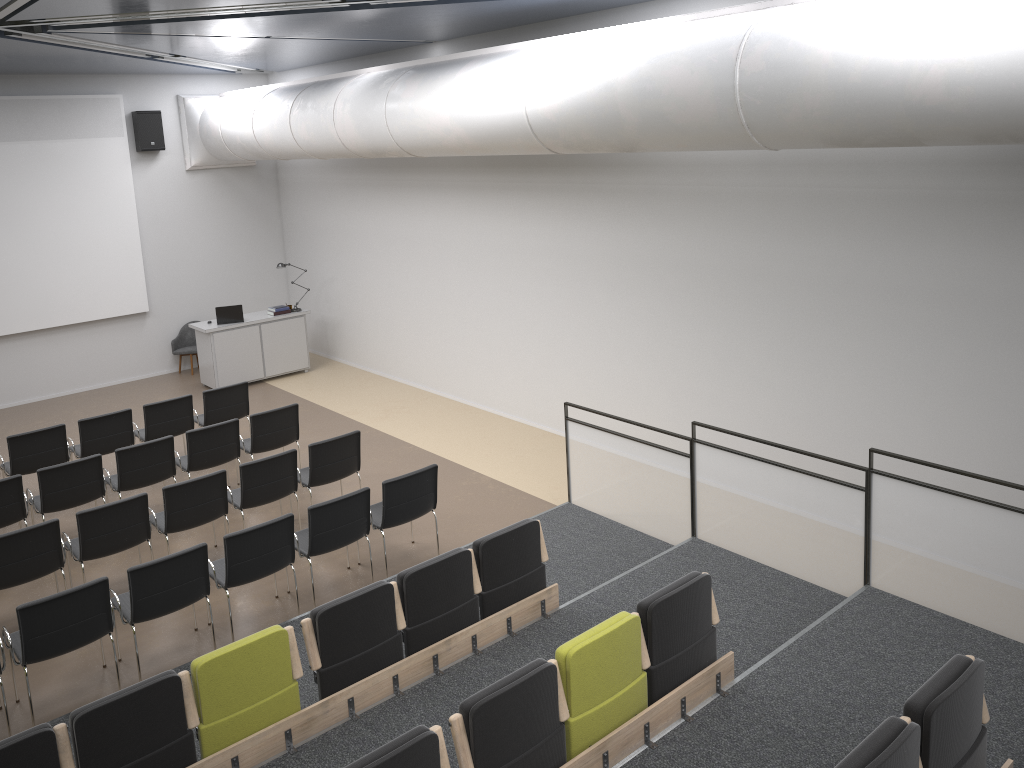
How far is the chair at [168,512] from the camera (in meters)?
7.57

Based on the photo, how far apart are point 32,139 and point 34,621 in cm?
933

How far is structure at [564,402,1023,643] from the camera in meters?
5.6

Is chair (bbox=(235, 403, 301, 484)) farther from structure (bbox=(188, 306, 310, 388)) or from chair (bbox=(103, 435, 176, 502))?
structure (bbox=(188, 306, 310, 388))

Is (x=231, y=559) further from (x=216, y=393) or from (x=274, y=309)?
(x=274, y=309)

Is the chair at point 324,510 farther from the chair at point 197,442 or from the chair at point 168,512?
the chair at point 197,442

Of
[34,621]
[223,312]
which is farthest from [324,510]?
[223,312]

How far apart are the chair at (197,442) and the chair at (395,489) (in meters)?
2.15

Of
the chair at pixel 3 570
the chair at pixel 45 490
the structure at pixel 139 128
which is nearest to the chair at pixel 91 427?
the chair at pixel 45 490

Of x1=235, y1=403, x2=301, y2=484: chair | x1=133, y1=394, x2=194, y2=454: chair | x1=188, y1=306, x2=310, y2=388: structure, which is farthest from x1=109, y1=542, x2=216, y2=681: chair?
x1=188, y1=306, x2=310, y2=388: structure
